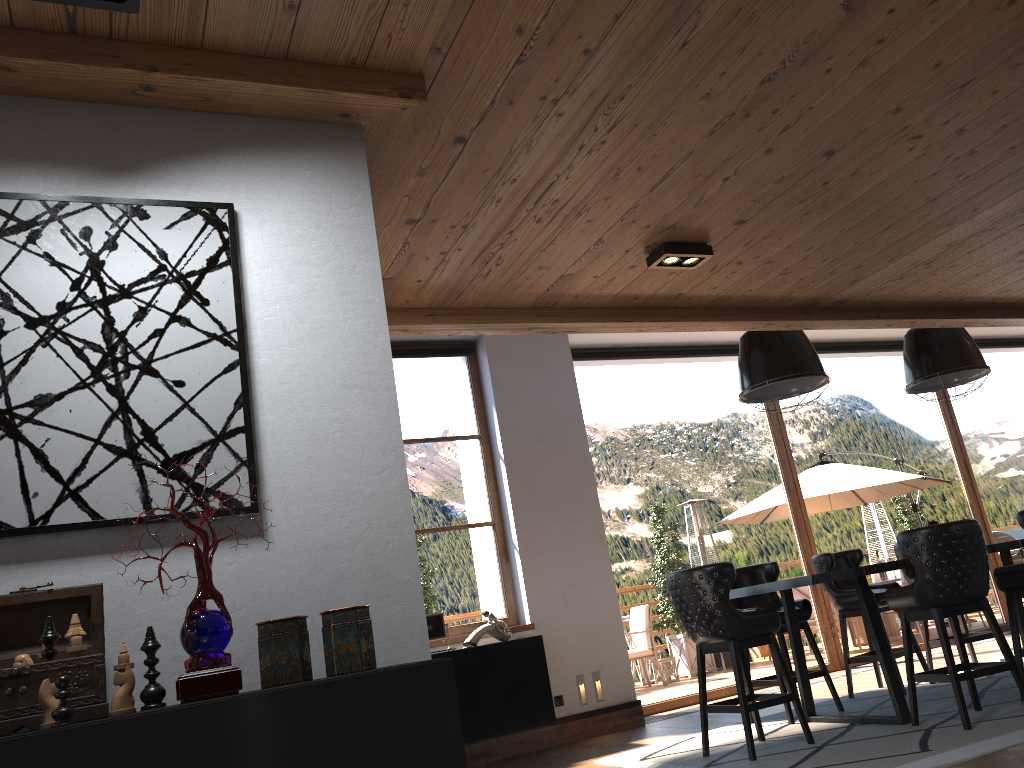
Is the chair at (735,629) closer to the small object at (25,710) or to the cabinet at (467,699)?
the cabinet at (467,699)

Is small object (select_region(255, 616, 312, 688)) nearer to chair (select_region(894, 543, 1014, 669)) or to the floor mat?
the floor mat

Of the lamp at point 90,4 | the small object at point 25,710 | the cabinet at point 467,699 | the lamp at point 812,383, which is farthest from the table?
the lamp at point 90,4

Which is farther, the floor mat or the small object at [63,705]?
the floor mat

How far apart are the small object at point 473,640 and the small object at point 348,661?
5.1 meters

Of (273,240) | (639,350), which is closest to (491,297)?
(273,240)

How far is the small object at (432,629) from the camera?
6.8m

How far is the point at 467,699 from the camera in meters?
6.6

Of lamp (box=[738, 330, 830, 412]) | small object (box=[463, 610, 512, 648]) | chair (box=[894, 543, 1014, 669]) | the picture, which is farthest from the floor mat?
the picture

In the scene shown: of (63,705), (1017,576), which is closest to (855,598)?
(1017,576)
